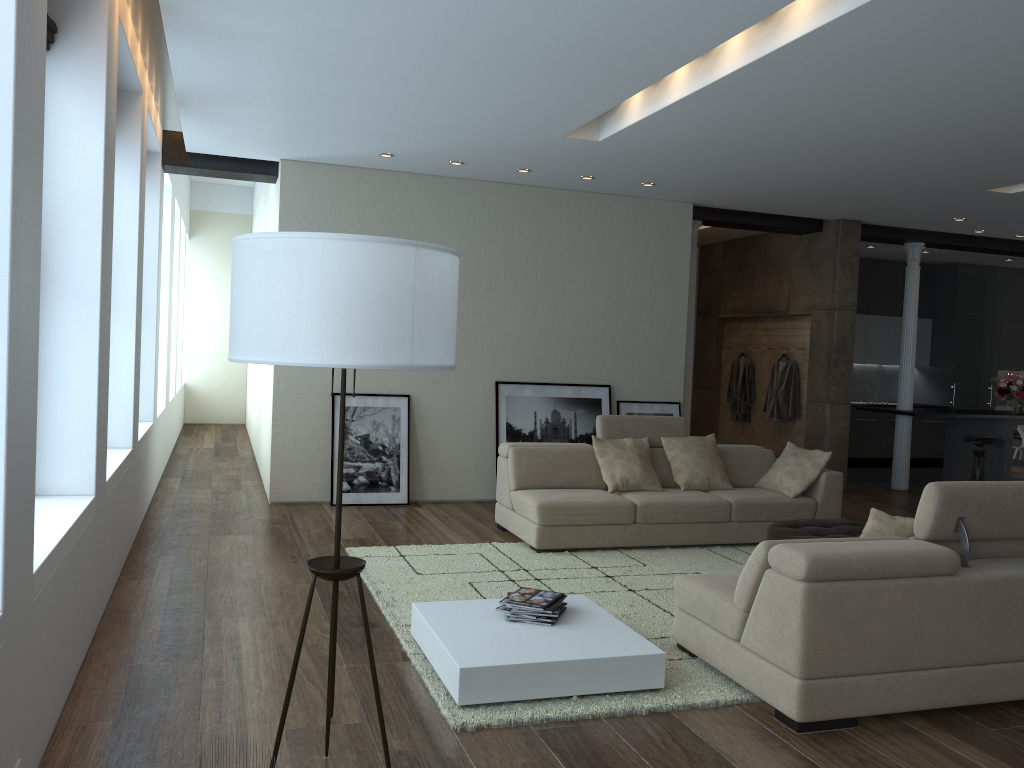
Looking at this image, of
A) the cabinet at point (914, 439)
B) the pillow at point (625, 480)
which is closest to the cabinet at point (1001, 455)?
the cabinet at point (914, 439)

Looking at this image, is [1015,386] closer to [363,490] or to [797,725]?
[363,490]

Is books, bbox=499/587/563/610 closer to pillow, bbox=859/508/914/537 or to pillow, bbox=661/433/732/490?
pillow, bbox=859/508/914/537

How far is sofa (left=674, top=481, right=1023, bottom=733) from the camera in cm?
342

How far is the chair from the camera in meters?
10.0 m

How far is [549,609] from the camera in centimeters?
405cm

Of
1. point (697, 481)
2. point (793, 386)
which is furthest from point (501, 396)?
point (793, 386)

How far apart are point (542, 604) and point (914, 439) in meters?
10.3 m

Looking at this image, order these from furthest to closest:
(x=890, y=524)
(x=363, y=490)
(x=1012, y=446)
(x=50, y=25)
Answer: (x=1012, y=446) < (x=363, y=490) < (x=890, y=524) < (x=50, y=25)

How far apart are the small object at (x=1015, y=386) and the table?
8.5 meters
